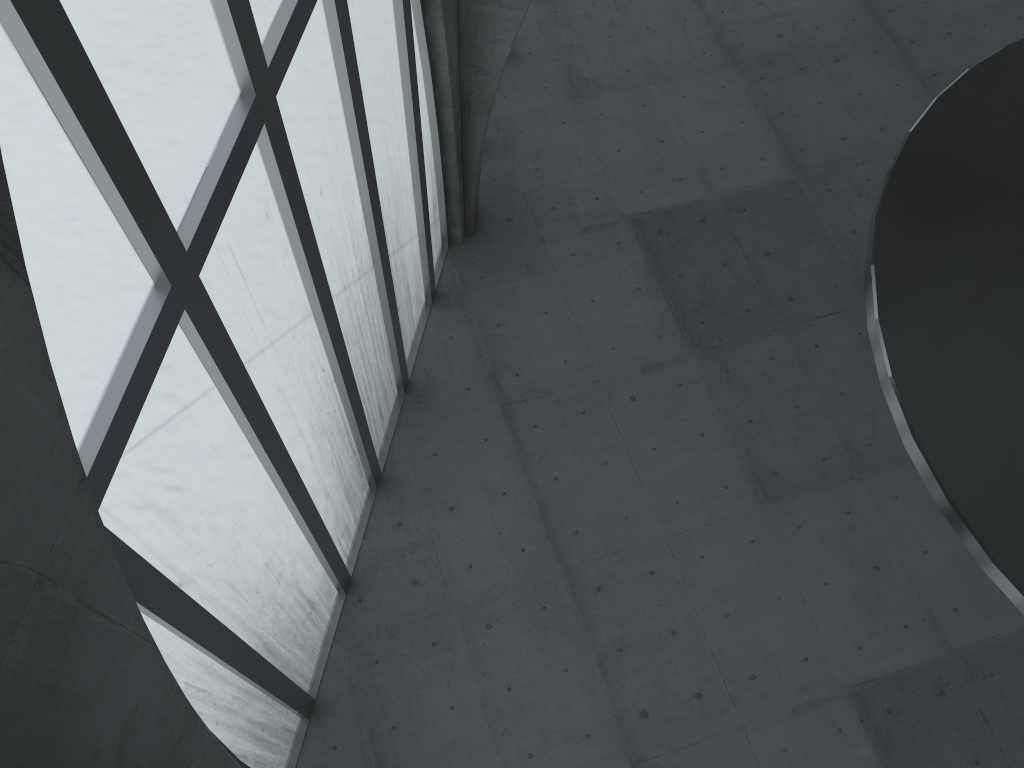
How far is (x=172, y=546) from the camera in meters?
12.5
